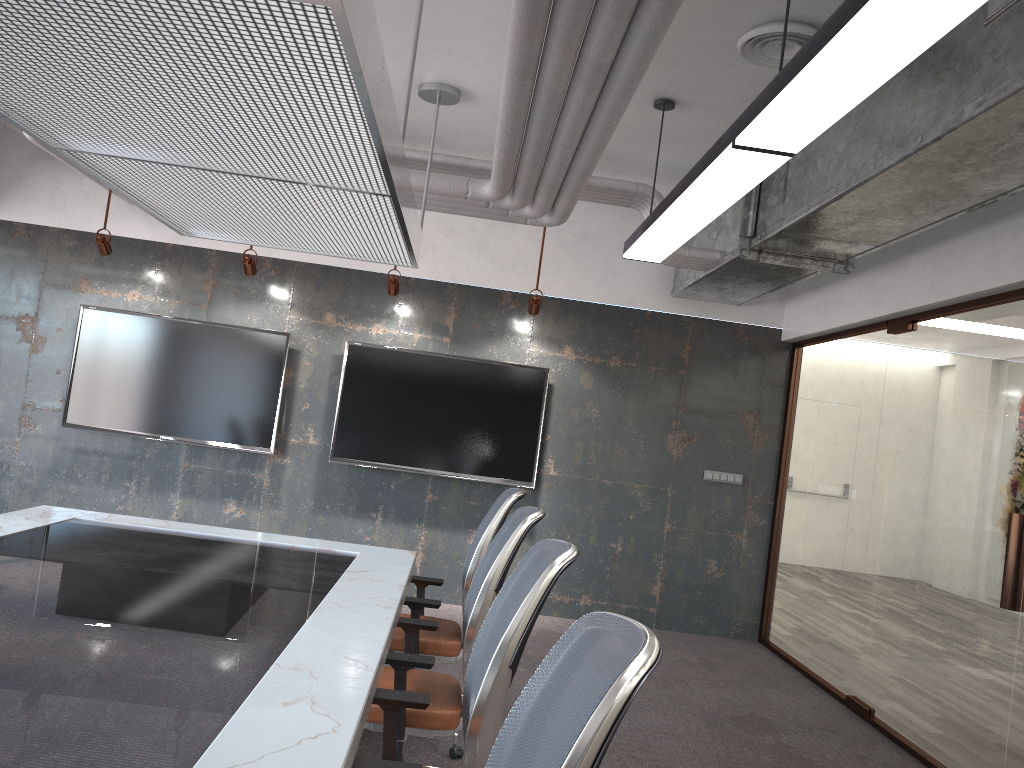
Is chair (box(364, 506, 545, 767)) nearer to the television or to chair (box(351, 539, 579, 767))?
chair (box(351, 539, 579, 767))

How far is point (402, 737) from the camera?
3.0m

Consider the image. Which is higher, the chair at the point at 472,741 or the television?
Answer: the television

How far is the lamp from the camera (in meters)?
1.97

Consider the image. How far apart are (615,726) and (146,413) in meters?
6.4

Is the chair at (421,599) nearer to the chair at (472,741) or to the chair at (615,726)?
the chair at (472,741)

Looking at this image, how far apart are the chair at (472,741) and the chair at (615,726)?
0.5m

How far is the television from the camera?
6.83m

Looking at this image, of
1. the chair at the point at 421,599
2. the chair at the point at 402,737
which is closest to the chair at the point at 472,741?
the chair at the point at 402,737

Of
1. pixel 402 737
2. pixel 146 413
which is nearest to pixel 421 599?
pixel 402 737
